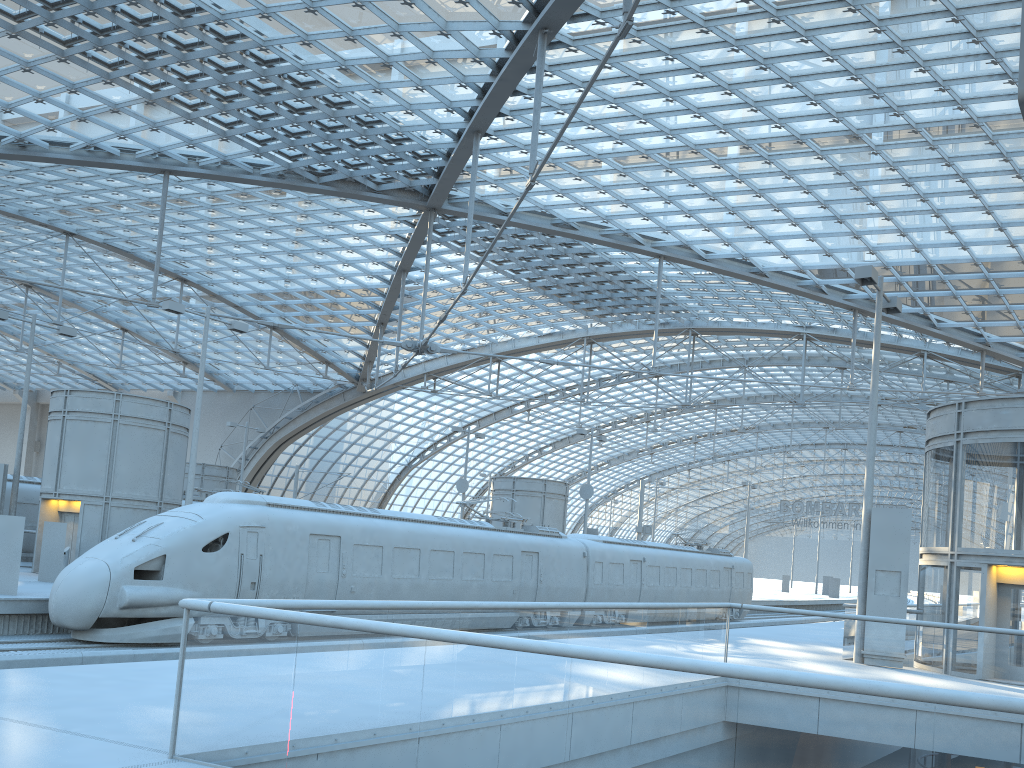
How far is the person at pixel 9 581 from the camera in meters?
18.2

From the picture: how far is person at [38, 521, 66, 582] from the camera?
22.52m

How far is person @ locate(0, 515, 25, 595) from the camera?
18.2m

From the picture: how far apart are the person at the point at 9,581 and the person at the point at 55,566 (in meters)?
4.38

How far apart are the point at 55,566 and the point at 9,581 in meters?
4.6

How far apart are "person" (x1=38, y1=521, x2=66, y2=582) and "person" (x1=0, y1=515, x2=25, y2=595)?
4.38m

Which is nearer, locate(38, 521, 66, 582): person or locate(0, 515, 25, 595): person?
locate(0, 515, 25, 595): person
